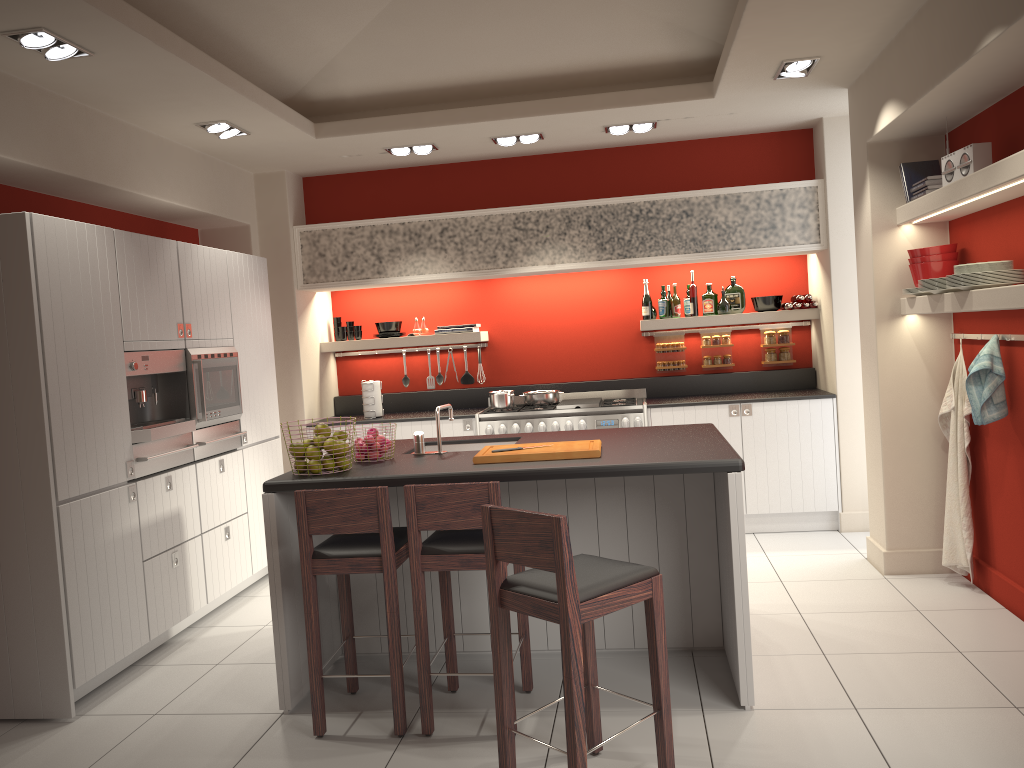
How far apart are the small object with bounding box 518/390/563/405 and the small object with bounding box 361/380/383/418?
1.18m

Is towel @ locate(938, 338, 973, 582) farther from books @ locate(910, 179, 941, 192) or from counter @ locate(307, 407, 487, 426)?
counter @ locate(307, 407, 487, 426)

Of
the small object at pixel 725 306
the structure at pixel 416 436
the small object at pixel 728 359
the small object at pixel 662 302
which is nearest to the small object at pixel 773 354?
the small object at pixel 728 359

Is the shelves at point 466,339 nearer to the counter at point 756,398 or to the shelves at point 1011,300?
the counter at point 756,398

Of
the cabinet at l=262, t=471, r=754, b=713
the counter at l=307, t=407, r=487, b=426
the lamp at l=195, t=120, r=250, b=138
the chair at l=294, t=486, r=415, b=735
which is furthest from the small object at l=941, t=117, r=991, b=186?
the lamp at l=195, t=120, r=250, b=138

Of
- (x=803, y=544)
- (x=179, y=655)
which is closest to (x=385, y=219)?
(x=179, y=655)

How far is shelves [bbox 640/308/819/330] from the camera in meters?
6.9 m

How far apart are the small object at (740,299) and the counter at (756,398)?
0.70m

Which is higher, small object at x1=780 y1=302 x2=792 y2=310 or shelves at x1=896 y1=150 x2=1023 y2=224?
shelves at x1=896 y1=150 x2=1023 y2=224

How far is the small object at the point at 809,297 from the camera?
6.82m
